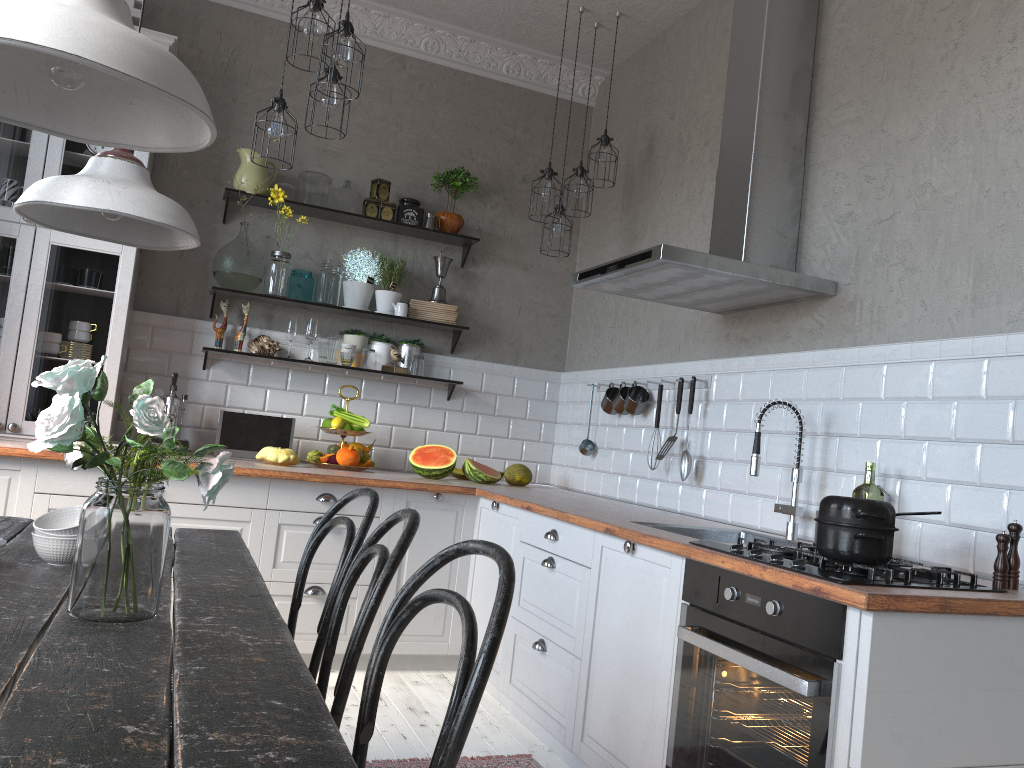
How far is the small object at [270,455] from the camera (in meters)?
4.10

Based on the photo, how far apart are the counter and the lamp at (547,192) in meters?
1.4 m

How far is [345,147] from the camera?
4.8 meters

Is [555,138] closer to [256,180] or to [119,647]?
[256,180]

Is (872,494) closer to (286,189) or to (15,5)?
(15,5)

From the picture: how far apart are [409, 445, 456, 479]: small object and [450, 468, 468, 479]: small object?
0.23m

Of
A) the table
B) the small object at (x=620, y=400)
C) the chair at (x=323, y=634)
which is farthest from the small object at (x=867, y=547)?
the small object at (x=620, y=400)

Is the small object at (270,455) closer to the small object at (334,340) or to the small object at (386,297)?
the small object at (334,340)

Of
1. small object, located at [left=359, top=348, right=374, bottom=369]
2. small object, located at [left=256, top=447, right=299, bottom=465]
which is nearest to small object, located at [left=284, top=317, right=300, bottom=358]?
small object, located at [left=359, top=348, right=374, bottom=369]

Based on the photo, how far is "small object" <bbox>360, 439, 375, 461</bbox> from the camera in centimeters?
447cm
